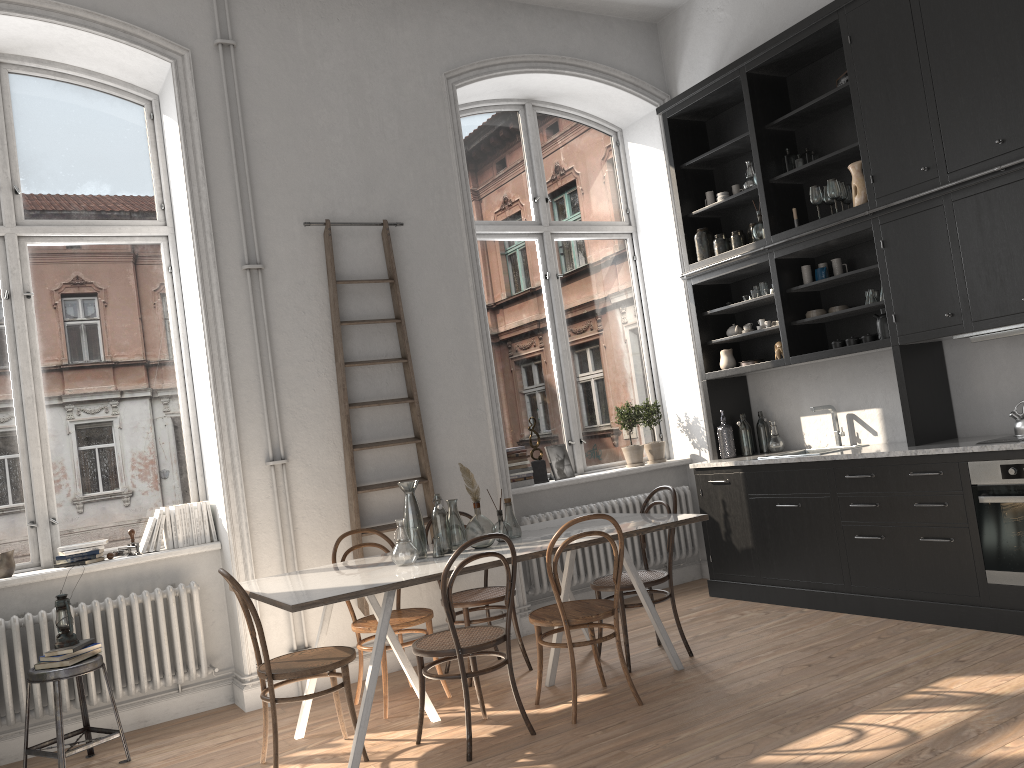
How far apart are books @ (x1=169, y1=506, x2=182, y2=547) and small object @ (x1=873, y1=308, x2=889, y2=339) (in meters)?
4.25

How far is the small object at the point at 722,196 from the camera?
6.4m

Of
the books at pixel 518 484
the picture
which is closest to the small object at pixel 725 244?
the picture

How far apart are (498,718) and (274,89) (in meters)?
3.89

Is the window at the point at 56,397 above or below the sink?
above

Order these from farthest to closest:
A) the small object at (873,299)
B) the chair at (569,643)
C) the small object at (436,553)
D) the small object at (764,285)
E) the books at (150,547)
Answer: the small object at (764,285), the small object at (873,299), the books at (150,547), the small object at (436,553), the chair at (569,643)

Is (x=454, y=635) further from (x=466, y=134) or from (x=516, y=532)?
(x=466, y=134)

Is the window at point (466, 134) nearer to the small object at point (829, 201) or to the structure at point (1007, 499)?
the small object at point (829, 201)

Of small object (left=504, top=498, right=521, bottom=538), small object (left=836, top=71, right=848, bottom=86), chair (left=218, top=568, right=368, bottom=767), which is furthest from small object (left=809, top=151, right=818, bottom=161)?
chair (left=218, top=568, right=368, bottom=767)

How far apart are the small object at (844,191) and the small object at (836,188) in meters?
0.1
